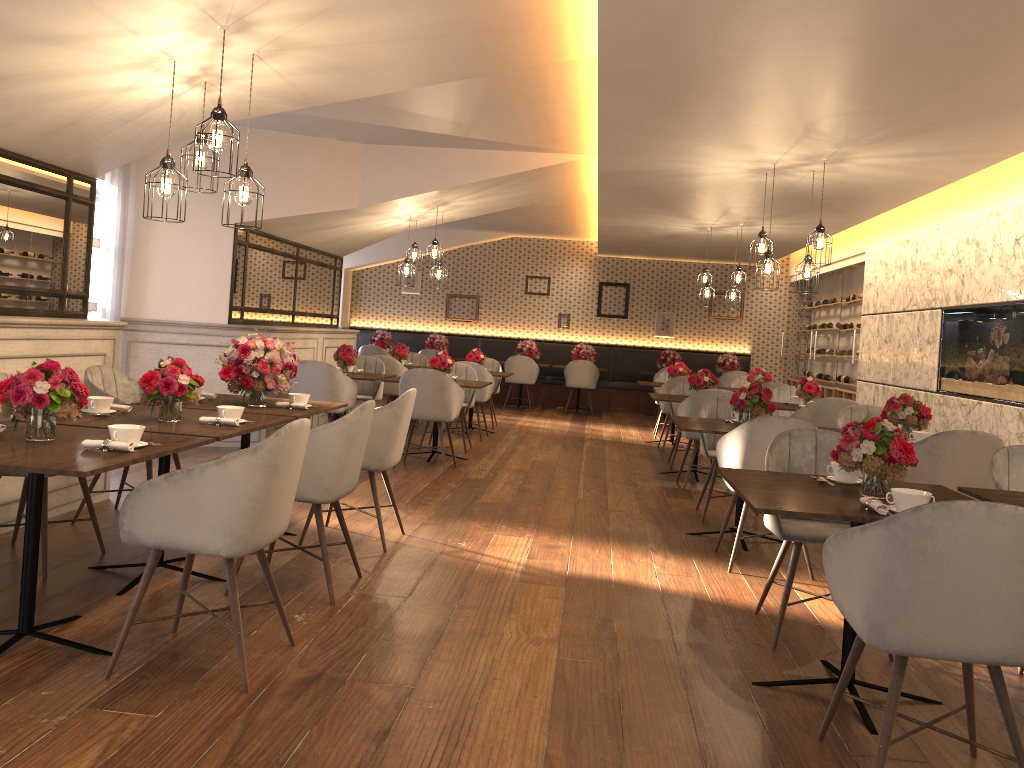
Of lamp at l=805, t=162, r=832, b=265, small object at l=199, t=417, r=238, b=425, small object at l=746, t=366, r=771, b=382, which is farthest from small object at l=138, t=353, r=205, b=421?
small object at l=746, t=366, r=771, b=382

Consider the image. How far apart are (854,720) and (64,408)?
2.96m

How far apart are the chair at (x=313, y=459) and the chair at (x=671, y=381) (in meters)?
6.19

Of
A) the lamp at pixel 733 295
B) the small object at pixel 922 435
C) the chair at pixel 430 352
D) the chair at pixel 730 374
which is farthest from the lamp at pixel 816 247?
the chair at pixel 430 352

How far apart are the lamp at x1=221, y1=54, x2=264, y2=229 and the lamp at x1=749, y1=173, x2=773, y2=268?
4.28m

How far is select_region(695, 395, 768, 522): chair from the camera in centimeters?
616cm

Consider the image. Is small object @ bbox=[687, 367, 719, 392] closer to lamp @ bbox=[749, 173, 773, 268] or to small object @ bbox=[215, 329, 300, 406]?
lamp @ bbox=[749, 173, 773, 268]

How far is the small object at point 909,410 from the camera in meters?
5.5 m

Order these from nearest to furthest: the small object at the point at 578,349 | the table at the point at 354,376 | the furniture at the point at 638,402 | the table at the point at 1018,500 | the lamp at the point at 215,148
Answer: the table at the point at 1018,500, the lamp at the point at 215,148, the table at the point at 354,376, the small object at the point at 578,349, the furniture at the point at 638,402

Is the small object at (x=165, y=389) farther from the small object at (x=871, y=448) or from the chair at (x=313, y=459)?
the small object at (x=871, y=448)
